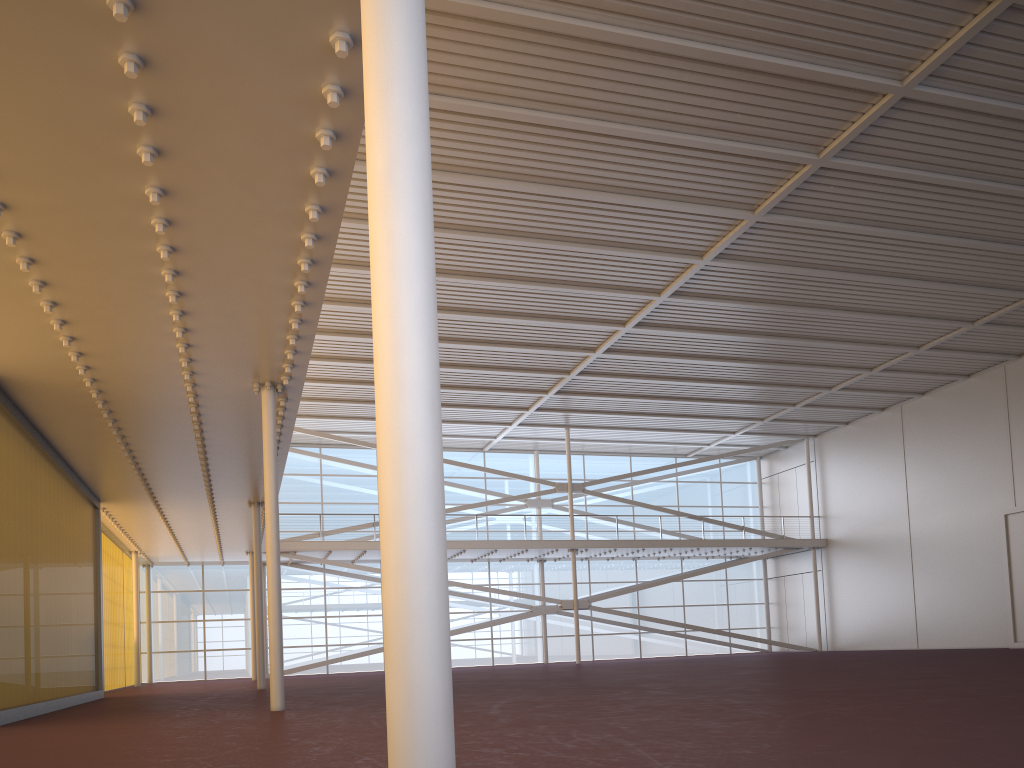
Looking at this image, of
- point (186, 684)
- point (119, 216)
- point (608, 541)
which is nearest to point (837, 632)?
point (608, 541)
